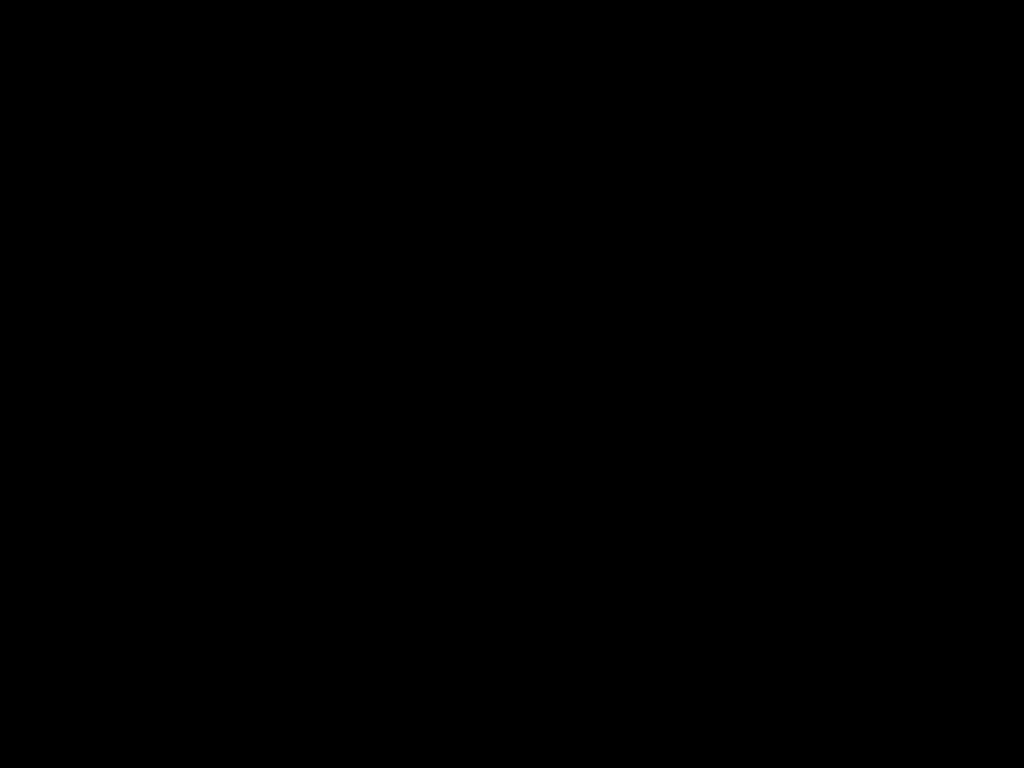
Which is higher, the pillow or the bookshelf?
the pillow

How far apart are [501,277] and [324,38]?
1.58m

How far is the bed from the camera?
0.3m

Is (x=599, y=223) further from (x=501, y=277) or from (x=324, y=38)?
(x=324, y=38)

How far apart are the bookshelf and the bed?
0.0 meters

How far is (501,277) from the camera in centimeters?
184cm

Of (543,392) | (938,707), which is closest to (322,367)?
(543,392)

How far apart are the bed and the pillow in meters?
0.0 m

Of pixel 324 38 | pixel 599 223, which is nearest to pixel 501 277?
pixel 599 223

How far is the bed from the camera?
0.27m
